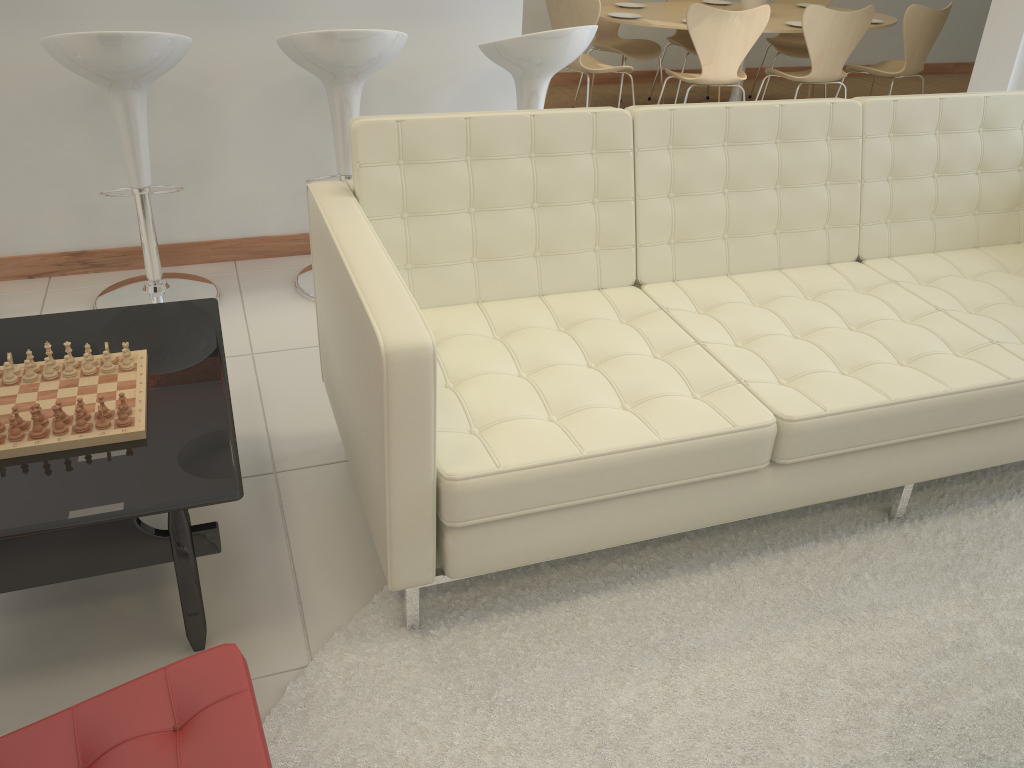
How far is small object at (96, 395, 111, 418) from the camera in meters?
1.8 m

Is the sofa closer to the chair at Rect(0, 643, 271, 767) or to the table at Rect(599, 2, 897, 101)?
the chair at Rect(0, 643, 271, 767)

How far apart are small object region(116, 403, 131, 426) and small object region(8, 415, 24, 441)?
0.18m

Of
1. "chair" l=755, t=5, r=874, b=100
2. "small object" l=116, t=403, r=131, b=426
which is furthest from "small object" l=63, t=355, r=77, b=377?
"chair" l=755, t=5, r=874, b=100

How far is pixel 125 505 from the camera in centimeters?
165cm

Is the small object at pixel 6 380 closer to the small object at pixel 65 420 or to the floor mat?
the small object at pixel 65 420

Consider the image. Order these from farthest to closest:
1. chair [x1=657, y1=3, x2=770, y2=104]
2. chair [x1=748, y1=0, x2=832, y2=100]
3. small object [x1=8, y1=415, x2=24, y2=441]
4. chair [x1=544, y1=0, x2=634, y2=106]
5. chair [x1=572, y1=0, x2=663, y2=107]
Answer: chair [x1=748, y1=0, x2=832, y2=100] < chair [x1=572, y1=0, x2=663, y2=107] < chair [x1=544, y1=0, x2=634, y2=106] < chair [x1=657, y1=3, x2=770, y2=104] < small object [x1=8, y1=415, x2=24, y2=441]

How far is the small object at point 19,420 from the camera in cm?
180

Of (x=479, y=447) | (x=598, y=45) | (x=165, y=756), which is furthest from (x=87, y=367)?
(x=598, y=45)

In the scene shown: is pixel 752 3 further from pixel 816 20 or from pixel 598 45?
pixel 598 45
